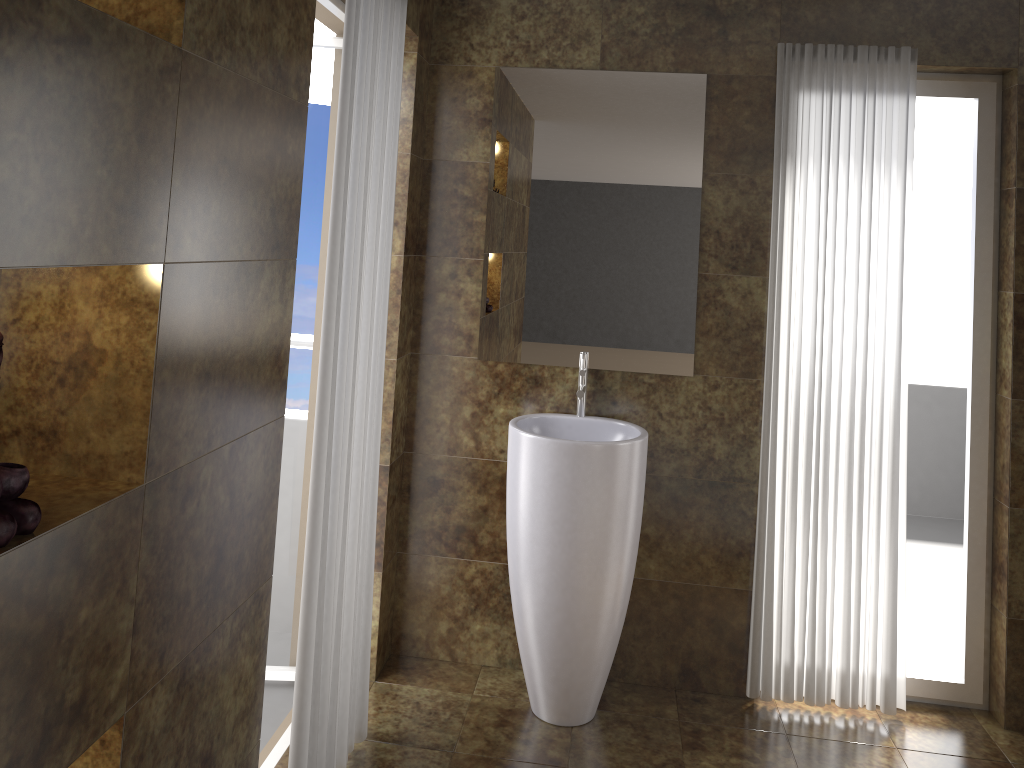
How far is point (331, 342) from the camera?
2.2 meters

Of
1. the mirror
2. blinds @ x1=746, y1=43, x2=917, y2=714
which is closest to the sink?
the mirror

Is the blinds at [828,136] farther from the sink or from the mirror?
the sink

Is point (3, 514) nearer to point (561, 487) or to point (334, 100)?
point (561, 487)

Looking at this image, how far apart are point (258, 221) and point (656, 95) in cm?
172

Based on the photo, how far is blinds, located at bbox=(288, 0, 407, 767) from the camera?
2.2m

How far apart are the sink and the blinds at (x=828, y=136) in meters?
0.5

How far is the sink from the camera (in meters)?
2.77

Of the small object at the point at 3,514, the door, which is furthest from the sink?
the small object at the point at 3,514

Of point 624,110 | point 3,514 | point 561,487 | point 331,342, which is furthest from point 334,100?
point 3,514
